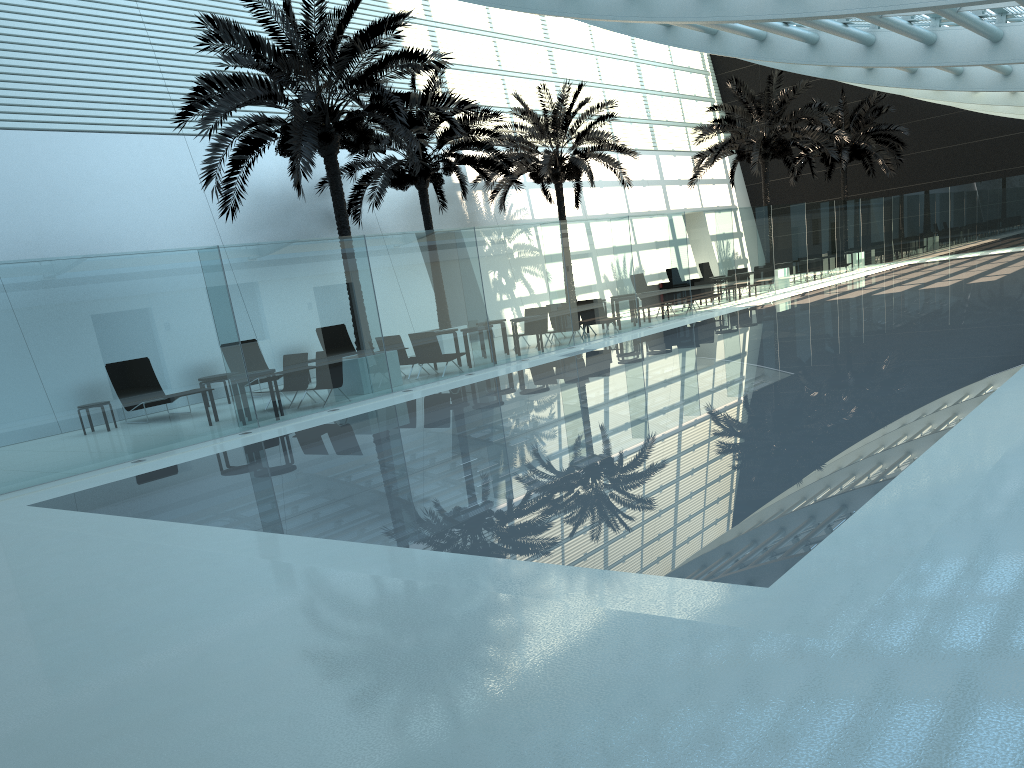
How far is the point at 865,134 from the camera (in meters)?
35.10

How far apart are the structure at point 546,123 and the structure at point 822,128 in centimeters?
346cm

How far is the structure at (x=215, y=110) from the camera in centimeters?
1443cm

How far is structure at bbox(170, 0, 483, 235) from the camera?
14.43m

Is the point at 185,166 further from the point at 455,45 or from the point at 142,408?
the point at 455,45

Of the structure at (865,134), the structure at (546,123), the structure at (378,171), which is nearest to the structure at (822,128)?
the structure at (546,123)

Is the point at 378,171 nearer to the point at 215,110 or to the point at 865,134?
the point at 215,110

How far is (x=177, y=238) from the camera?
19.84m

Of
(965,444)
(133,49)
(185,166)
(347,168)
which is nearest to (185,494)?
(965,444)

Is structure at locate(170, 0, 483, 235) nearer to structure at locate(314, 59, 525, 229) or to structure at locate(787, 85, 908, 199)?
structure at locate(314, 59, 525, 229)
